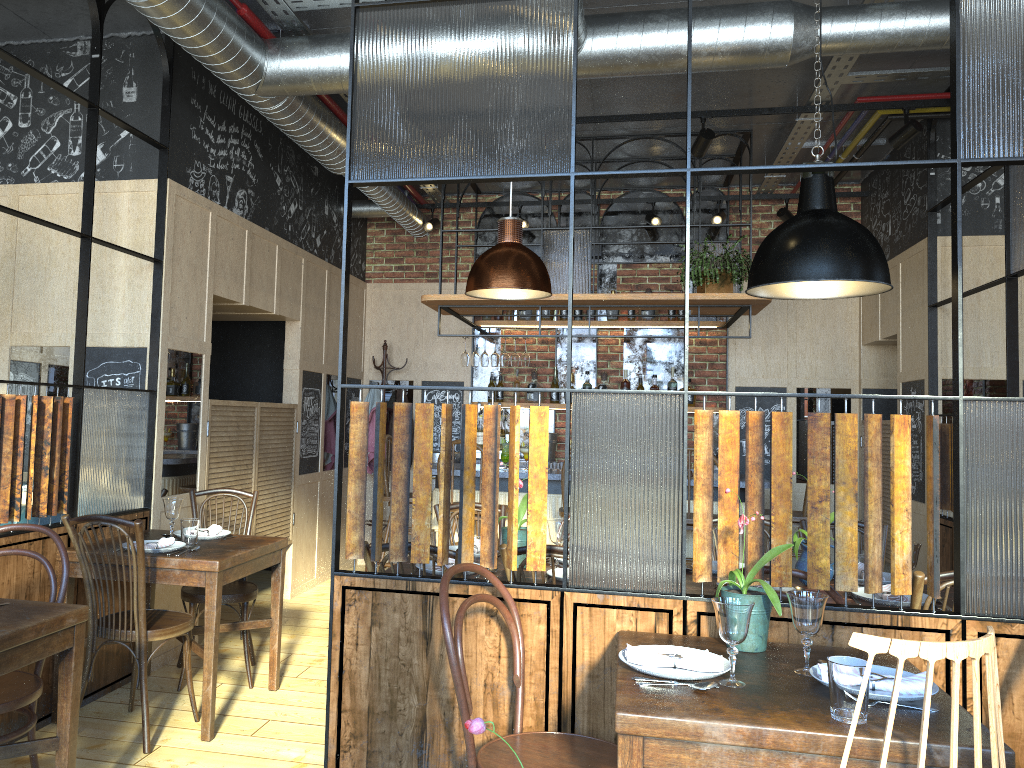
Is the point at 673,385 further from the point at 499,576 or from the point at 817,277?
the point at 499,576

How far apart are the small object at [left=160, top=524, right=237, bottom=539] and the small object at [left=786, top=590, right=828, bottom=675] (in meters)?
2.70

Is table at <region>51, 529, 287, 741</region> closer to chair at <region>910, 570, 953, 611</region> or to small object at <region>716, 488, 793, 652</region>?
small object at <region>716, 488, 793, 652</region>

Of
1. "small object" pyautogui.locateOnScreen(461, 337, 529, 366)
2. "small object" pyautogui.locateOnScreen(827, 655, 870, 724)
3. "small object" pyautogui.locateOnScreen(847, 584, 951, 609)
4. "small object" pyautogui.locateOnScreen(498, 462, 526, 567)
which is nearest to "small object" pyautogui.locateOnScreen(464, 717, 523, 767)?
"small object" pyautogui.locateOnScreen(827, 655, 870, 724)

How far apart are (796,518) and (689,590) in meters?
2.8 m

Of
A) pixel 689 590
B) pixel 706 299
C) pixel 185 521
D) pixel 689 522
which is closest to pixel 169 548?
pixel 185 521

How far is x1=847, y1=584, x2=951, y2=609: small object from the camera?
3.12m

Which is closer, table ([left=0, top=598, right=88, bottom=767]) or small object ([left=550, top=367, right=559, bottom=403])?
table ([left=0, top=598, right=88, bottom=767])

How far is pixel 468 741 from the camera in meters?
2.3

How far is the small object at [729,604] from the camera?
2.10m
